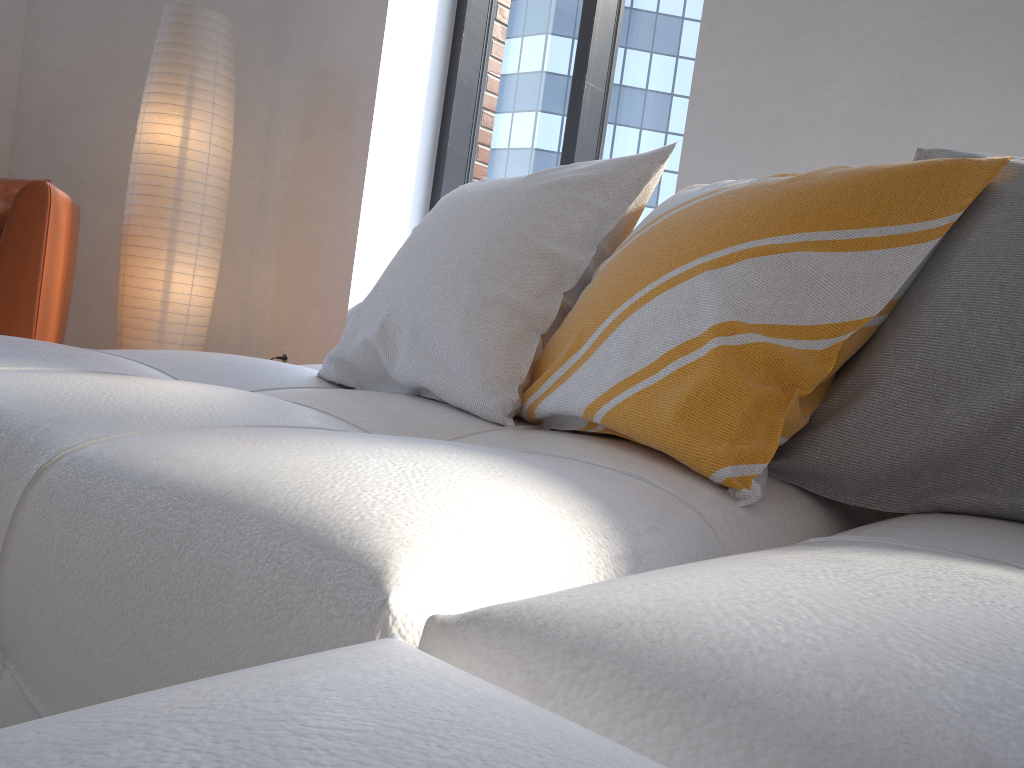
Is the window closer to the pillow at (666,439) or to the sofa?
the sofa

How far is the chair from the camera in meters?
2.4 m

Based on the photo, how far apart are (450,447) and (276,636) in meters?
0.3

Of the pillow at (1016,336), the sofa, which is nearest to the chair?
the sofa

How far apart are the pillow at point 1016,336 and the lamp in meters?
2.6 m

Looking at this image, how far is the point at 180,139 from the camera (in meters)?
3.12

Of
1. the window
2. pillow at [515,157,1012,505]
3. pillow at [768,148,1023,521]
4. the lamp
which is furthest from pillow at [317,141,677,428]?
the lamp

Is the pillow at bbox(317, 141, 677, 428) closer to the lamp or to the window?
the window

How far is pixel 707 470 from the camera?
0.9 meters

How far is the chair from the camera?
2.4m
